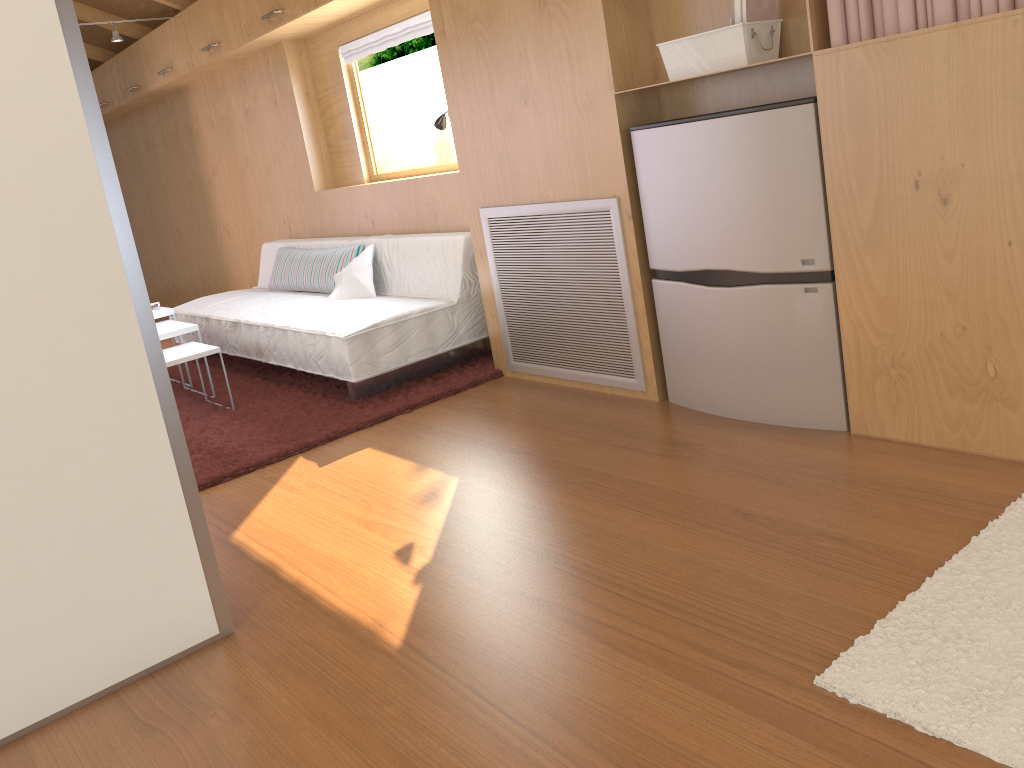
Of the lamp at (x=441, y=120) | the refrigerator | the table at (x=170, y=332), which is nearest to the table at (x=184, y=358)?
the table at (x=170, y=332)

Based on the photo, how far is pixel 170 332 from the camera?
4.2m

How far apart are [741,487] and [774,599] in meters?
0.6

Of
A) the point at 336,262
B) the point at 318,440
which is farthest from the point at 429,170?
the point at 318,440

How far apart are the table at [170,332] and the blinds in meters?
1.7

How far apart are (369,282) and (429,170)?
0.7 meters

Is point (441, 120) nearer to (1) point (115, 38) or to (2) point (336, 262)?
(2) point (336, 262)

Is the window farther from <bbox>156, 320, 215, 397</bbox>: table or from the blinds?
<bbox>156, 320, 215, 397</bbox>: table

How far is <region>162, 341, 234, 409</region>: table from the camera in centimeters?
393cm

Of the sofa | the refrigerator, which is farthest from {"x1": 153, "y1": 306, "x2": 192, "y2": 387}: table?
the refrigerator
